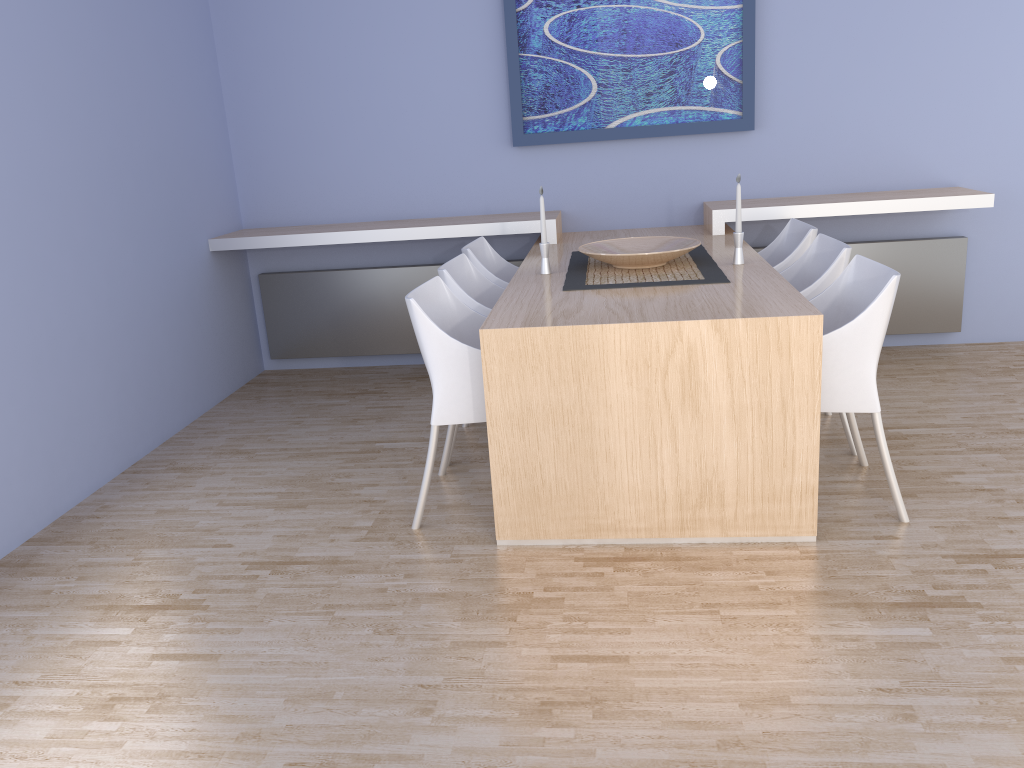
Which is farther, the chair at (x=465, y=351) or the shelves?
the shelves

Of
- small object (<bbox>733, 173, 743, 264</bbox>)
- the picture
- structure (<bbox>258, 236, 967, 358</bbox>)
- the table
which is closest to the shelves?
the table

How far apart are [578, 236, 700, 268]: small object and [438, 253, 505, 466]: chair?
0.4m

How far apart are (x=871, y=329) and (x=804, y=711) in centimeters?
124cm

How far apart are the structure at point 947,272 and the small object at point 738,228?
1.5 meters

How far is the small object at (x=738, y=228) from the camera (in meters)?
3.44

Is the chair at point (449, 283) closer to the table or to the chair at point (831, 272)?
the table

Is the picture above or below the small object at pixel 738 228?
above

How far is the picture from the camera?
4.5m

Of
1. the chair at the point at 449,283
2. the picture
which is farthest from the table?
the picture
